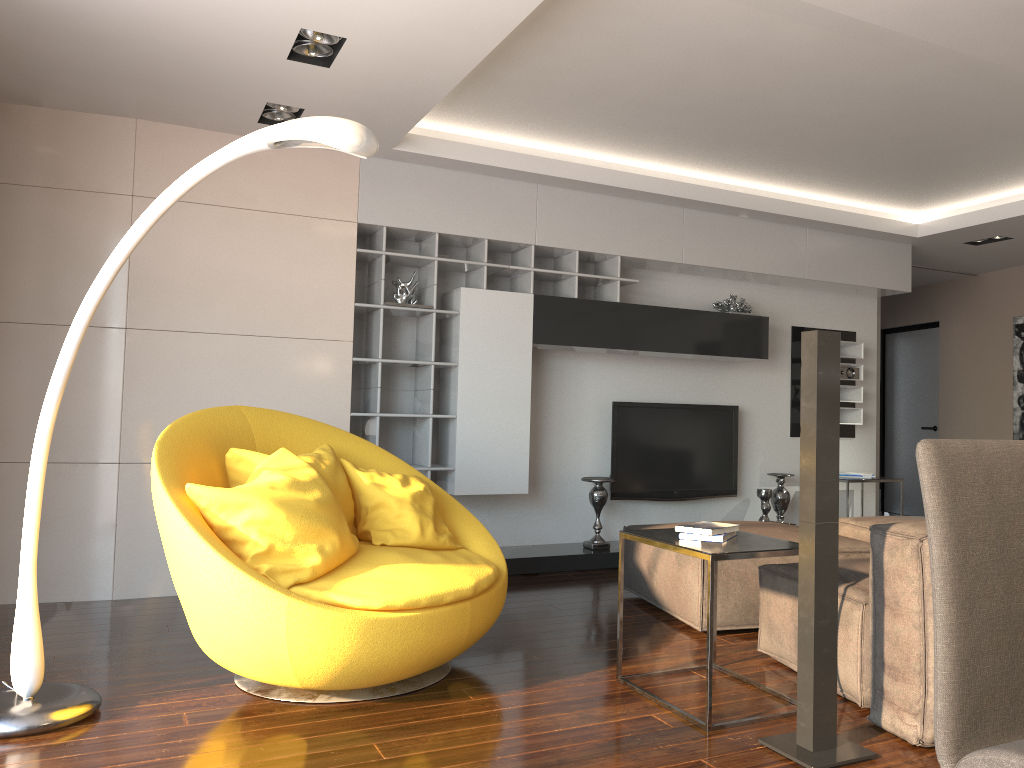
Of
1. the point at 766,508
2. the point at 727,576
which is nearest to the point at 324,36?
the point at 727,576

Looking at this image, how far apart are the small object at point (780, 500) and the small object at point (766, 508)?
0.2m

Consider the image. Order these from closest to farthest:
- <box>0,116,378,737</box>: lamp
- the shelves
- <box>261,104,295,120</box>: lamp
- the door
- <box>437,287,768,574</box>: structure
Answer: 1. <box>0,116,378,737</box>: lamp
2. <box>261,104,295,120</box>: lamp
3. the shelves
4. <box>437,287,768,574</box>: structure
5. the door

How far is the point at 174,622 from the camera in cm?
423

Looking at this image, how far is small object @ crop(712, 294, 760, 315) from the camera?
6.40m

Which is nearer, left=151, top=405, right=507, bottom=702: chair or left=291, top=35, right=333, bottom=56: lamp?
left=151, top=405, right=507, bottom=702: chair

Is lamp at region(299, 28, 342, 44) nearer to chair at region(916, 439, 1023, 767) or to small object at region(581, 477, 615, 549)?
chair at region(916, 439, 1023, 767)

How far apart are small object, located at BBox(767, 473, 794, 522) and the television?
0.33m

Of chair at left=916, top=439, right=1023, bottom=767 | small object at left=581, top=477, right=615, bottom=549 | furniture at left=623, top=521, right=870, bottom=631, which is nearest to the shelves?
small object at left=581, top=477, right=615, bottom=549

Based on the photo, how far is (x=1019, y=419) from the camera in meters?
7.8
